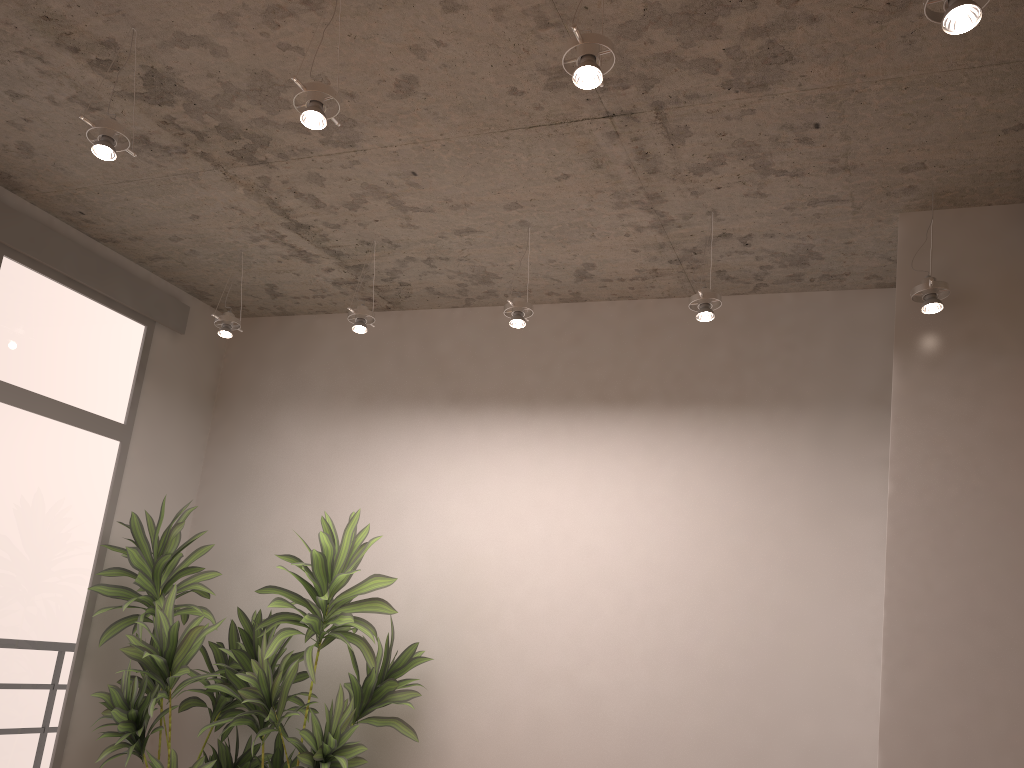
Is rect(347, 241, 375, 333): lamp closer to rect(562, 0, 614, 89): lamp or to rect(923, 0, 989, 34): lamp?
rect(562, 0, 614, 89): lamp

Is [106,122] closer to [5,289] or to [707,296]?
[5,289]

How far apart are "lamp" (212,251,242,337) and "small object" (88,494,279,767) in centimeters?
98cm

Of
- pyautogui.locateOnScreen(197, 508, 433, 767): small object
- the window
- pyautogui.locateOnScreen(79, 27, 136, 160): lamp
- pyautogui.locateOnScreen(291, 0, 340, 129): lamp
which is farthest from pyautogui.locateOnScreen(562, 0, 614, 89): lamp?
the window

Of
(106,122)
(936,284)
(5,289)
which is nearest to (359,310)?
(106,122)

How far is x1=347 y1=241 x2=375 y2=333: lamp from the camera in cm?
422

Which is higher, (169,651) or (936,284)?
(936,284)

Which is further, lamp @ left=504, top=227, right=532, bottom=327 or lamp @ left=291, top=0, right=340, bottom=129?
lamp @ left=504, top=227, right=532, bottom=327

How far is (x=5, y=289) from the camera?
4.3 meters

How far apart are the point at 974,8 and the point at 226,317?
3.65m
